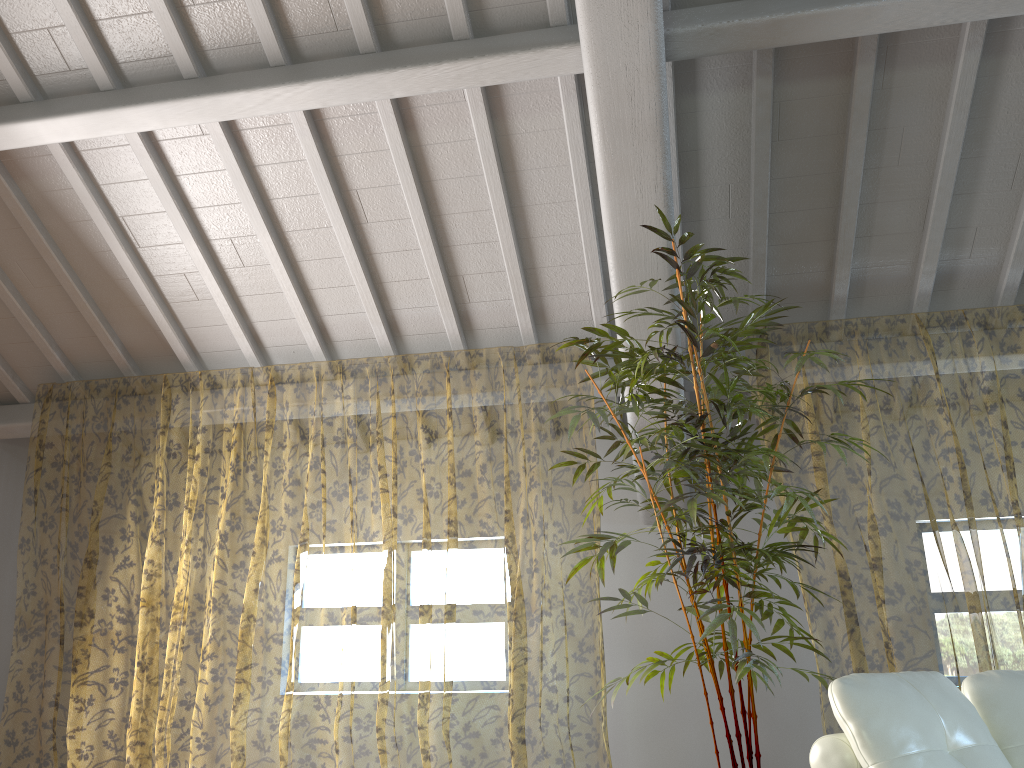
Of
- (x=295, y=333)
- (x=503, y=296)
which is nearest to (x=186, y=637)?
(x=295, y=333)

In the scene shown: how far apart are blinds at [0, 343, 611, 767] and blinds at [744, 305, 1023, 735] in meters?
1.6

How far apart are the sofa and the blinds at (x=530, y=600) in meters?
2.3

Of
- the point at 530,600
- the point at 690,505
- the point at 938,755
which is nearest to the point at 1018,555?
the point at 530,600

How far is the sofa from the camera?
2.1m

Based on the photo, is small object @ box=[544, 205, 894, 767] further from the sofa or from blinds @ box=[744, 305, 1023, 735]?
blinds @ box=[744, 305, 1023, 735]

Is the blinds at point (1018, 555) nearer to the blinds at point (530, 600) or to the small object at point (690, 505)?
the small object at point (690, 505)

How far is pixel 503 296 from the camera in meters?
5.0 m

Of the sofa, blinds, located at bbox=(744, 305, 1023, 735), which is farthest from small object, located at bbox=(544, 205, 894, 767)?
blinds, located at bbox=(744, 305, 1023, 735)

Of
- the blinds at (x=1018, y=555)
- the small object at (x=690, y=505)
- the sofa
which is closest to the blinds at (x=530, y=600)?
the small object at (x=690, y=505)
